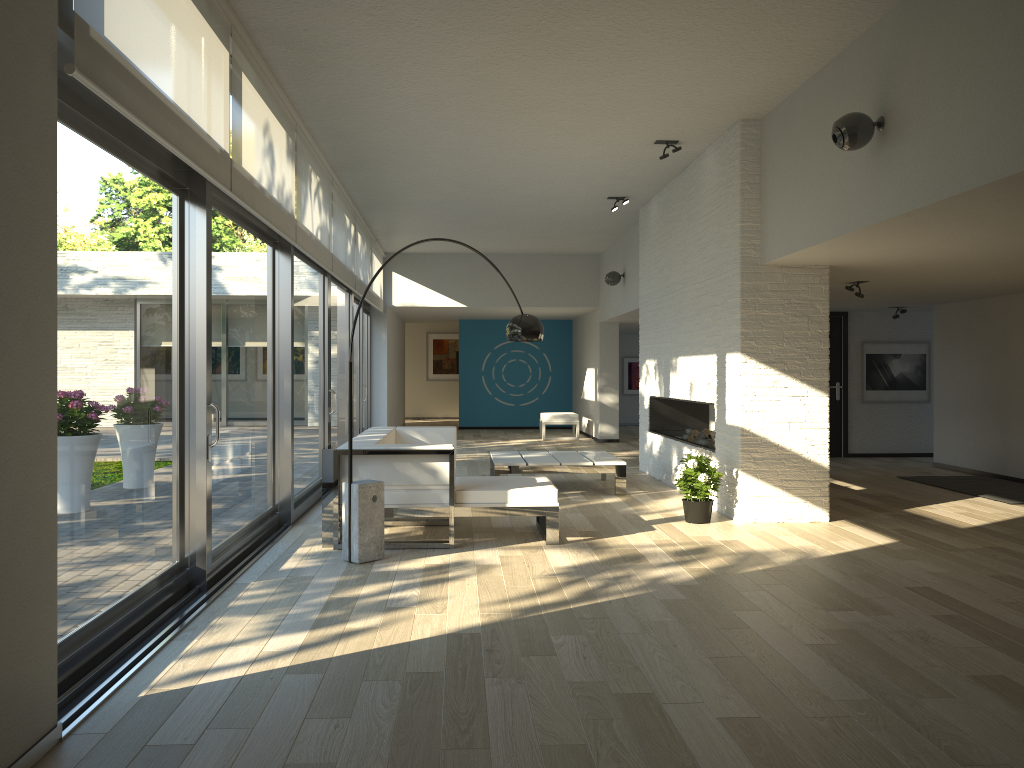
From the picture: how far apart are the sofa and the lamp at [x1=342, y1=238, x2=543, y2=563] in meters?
0.3 m

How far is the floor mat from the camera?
8.1 meters

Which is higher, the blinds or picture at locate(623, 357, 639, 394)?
the blinds

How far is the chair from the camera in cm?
1488

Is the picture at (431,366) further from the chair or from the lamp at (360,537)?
the lamp at (360,537)

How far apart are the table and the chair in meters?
5.6 m

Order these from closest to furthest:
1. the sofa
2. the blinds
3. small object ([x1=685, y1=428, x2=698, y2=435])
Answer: the blinds → the sofa → small object ([x1=685, y1=428, x2=698, y2=435])

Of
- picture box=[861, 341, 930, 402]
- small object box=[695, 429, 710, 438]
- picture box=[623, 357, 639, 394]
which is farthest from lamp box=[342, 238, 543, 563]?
picture box=[623, 357, 639, 394]

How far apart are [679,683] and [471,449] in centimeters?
995cm

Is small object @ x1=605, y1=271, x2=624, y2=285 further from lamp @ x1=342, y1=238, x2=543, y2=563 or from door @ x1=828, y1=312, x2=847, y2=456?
lamp @ x1=342, y1=238, x2=543, y2=563
